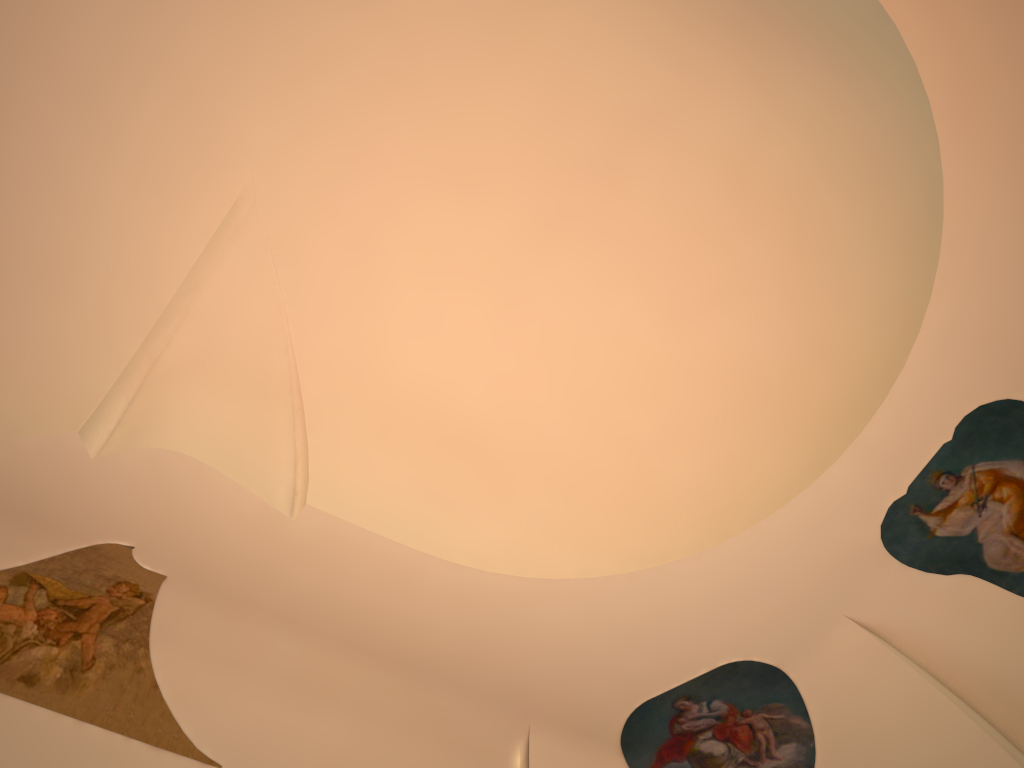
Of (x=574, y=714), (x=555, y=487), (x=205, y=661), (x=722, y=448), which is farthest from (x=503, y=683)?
(x=722, y=448)
